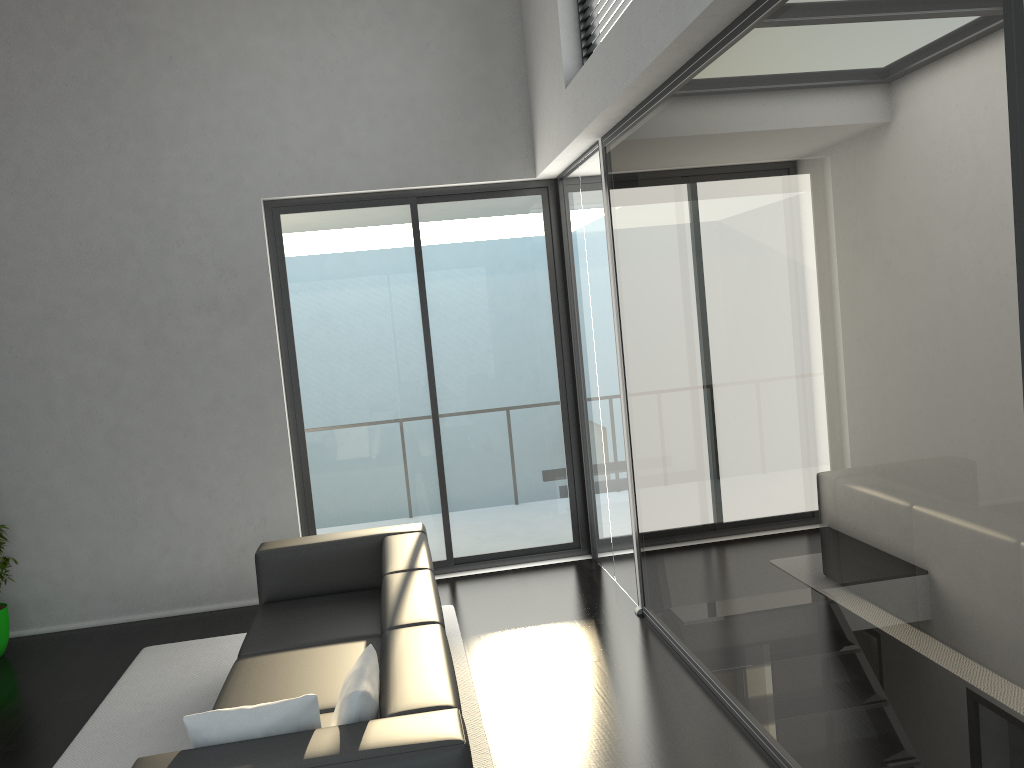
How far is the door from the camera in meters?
6.1

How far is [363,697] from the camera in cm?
254

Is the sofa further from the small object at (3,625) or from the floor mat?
the small object at (3,625)

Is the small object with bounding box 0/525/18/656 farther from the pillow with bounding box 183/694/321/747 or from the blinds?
the blinds

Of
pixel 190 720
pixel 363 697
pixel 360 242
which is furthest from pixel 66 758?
pixel 360 242

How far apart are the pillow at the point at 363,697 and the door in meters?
3.4

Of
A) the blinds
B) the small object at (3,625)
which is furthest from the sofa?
the blinds

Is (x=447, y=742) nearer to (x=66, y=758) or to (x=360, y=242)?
(x=66, y=758)

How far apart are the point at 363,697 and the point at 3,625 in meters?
3.9 m

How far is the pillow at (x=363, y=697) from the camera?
2.5m
